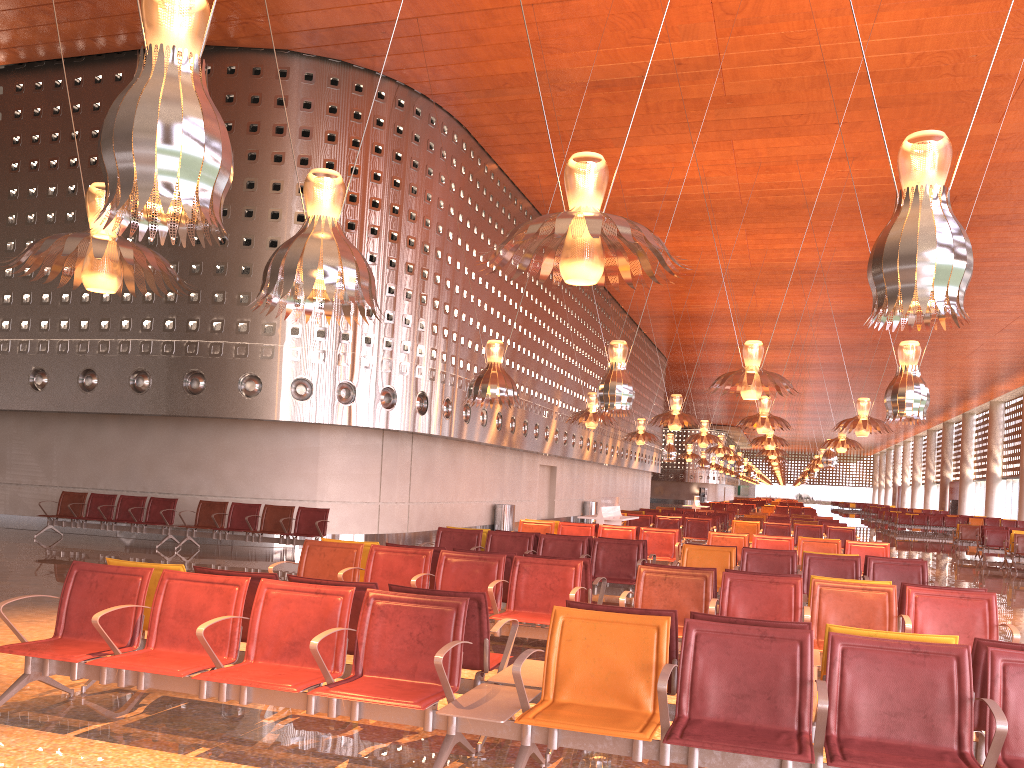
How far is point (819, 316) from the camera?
34.3 meters
